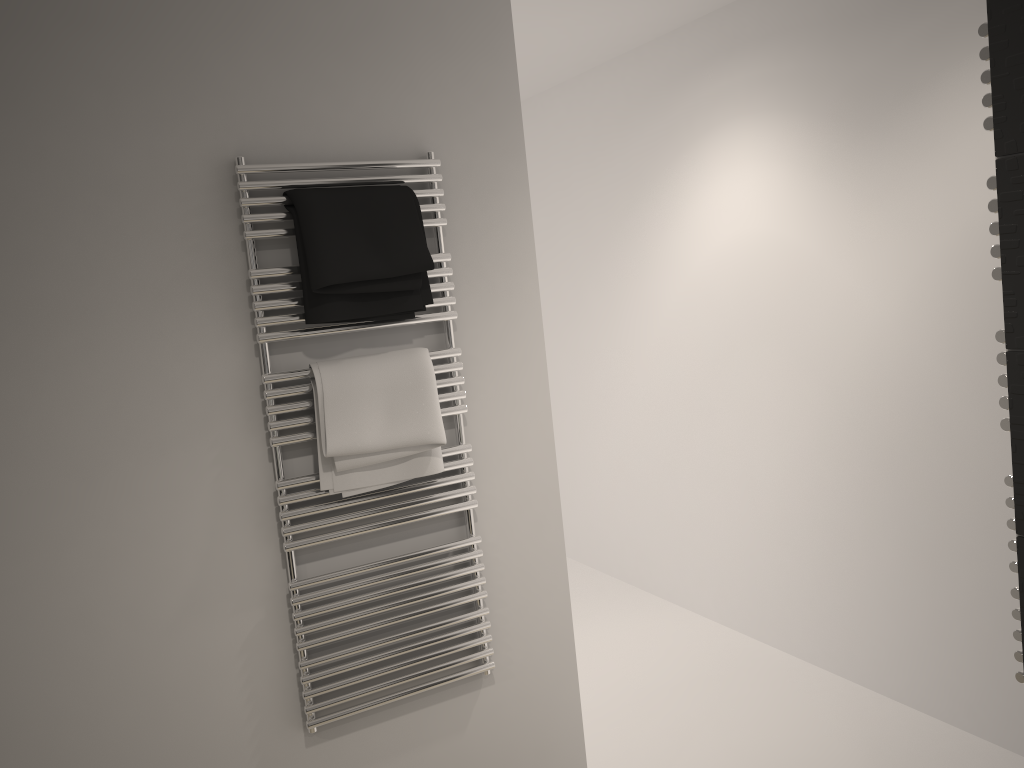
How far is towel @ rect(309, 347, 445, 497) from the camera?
1.9 meters

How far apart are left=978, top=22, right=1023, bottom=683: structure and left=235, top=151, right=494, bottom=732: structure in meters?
1.2 m

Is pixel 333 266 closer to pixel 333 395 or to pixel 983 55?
pixel 333 395

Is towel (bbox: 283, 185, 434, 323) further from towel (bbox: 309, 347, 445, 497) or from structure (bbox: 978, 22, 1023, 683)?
structure (bbox: 978, 22, 1023, 683)

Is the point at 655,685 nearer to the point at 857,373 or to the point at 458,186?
the point at 857,373

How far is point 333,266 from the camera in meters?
1.9

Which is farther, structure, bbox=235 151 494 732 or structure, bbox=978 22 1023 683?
structure, bbox=235 151 494 732

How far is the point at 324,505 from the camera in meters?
2.0

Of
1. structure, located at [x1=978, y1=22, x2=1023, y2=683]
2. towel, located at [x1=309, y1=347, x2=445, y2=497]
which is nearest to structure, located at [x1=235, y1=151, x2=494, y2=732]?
towel, located at [x1=309, y1=347, x2=445, y2=497]

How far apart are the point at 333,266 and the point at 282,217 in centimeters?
17cm
